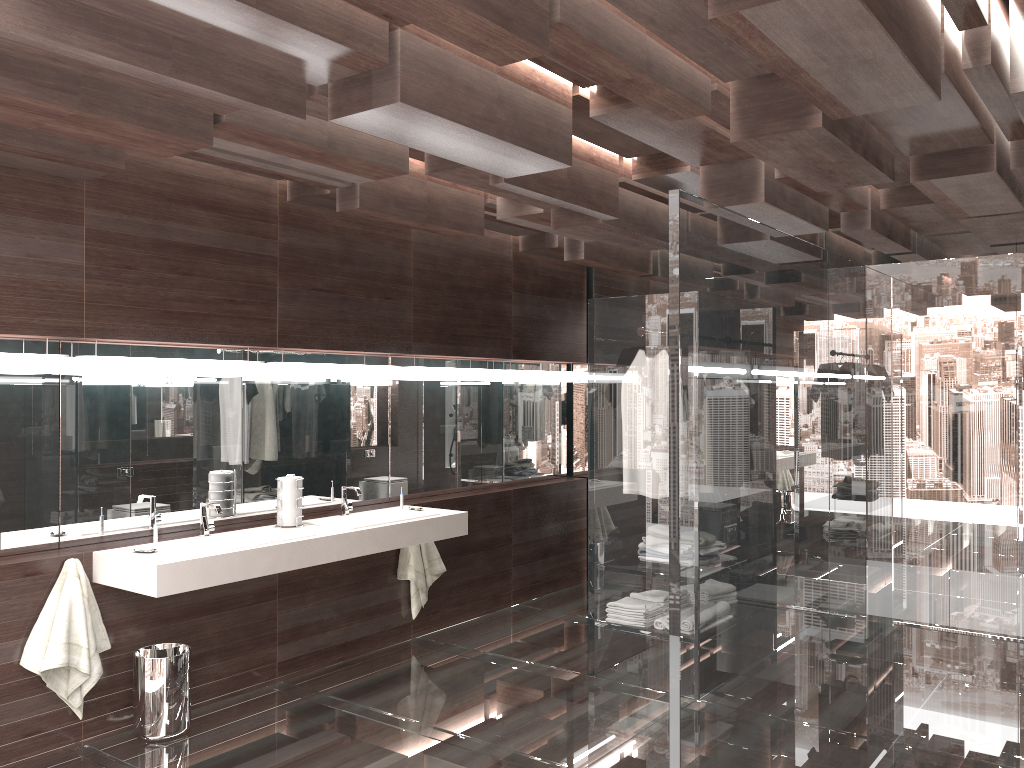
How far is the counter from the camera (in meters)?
3.59

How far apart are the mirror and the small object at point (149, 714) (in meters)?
0.54

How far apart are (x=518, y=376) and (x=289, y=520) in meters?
2.4

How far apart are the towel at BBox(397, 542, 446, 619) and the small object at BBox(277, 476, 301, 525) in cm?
99

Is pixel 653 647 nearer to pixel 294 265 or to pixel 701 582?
pixel 701 582

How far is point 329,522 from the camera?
4.69m

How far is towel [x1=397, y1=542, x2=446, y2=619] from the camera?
5.3 meters

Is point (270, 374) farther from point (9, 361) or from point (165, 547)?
point (9, 361)

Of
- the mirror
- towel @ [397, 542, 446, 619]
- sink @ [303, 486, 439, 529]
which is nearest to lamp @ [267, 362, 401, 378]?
the mirror

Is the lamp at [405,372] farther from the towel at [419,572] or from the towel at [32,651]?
the towel at [32,651]
